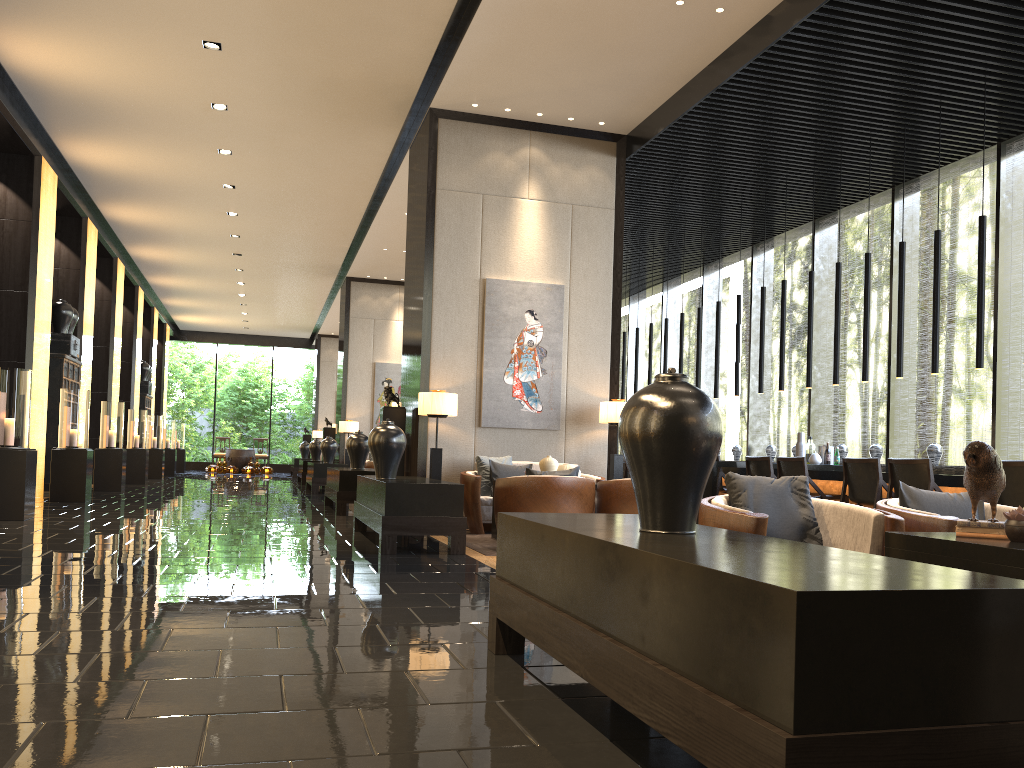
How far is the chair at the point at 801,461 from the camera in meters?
8.2

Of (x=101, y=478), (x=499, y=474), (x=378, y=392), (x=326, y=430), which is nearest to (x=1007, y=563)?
(x=499, y=474)

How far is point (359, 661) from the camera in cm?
302

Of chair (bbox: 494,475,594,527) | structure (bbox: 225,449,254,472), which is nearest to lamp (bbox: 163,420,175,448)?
structure (bbox: 225,449,254,472)

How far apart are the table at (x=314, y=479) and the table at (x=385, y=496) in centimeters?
711cm

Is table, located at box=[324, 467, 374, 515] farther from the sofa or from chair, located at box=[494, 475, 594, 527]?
chair, located at box=[494, 475, 594, 527]

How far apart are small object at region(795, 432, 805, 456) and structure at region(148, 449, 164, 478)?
14.52m

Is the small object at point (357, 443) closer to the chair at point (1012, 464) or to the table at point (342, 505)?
the table at point (342, 505)

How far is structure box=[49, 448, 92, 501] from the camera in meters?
10.8

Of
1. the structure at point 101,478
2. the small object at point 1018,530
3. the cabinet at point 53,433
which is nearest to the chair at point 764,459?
the small object at point 1018,530
